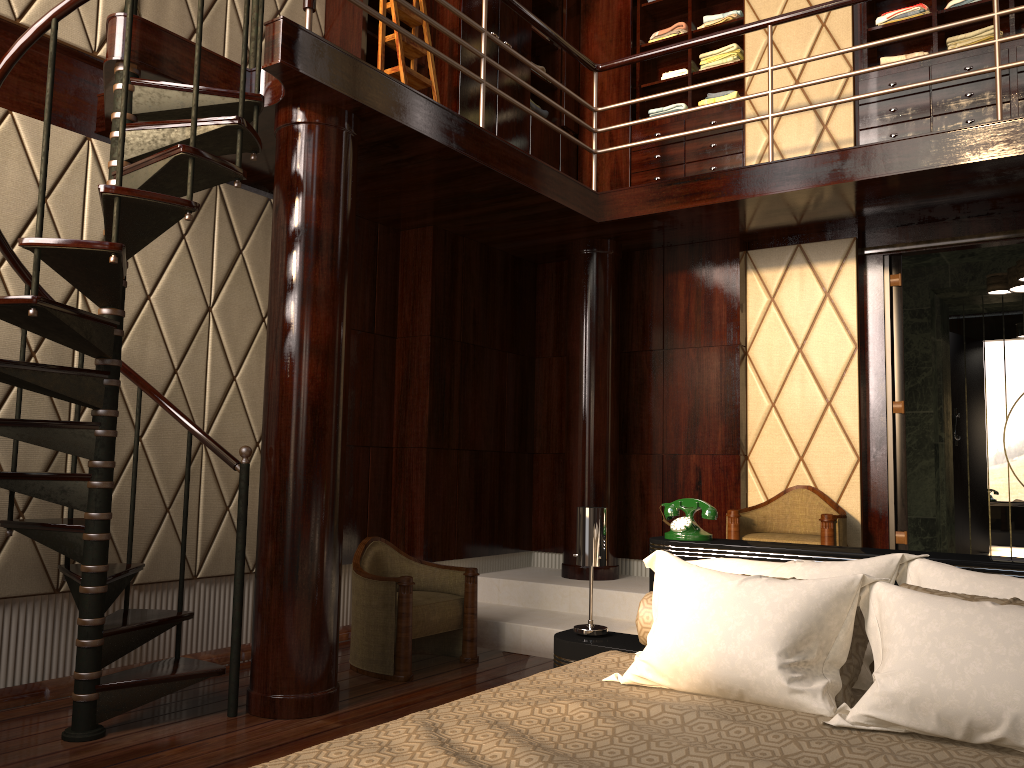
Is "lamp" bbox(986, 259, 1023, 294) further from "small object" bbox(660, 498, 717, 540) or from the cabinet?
"small object" bbox(660, 498, 717, 540)

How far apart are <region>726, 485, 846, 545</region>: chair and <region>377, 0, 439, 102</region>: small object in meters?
2.6 m

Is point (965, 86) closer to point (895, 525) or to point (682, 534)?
point (895, 525)

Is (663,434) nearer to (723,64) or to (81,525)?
(723,64)

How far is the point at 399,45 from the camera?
4.3 meters

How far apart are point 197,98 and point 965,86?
3.80m

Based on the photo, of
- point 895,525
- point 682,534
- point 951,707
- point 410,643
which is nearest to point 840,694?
point 951,707

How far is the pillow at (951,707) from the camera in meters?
1.6

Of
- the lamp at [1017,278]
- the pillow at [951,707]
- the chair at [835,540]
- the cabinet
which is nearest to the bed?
the pillow at [951,707]

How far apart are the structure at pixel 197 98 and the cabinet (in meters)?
0.47
